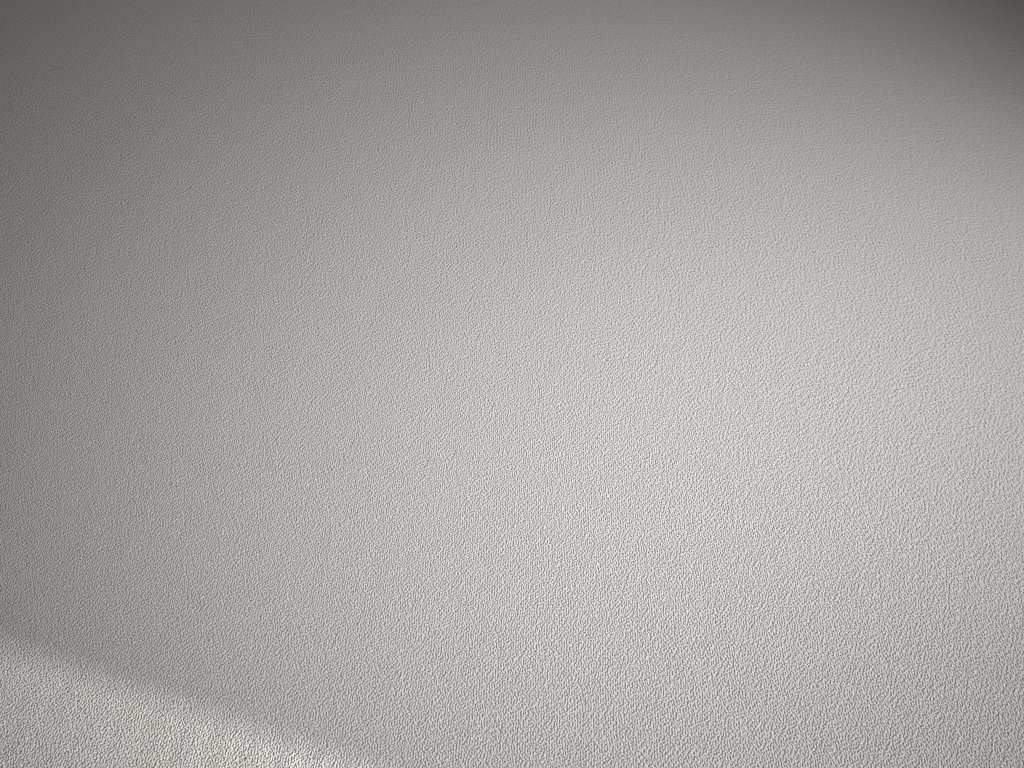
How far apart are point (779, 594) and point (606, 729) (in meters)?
0.38
